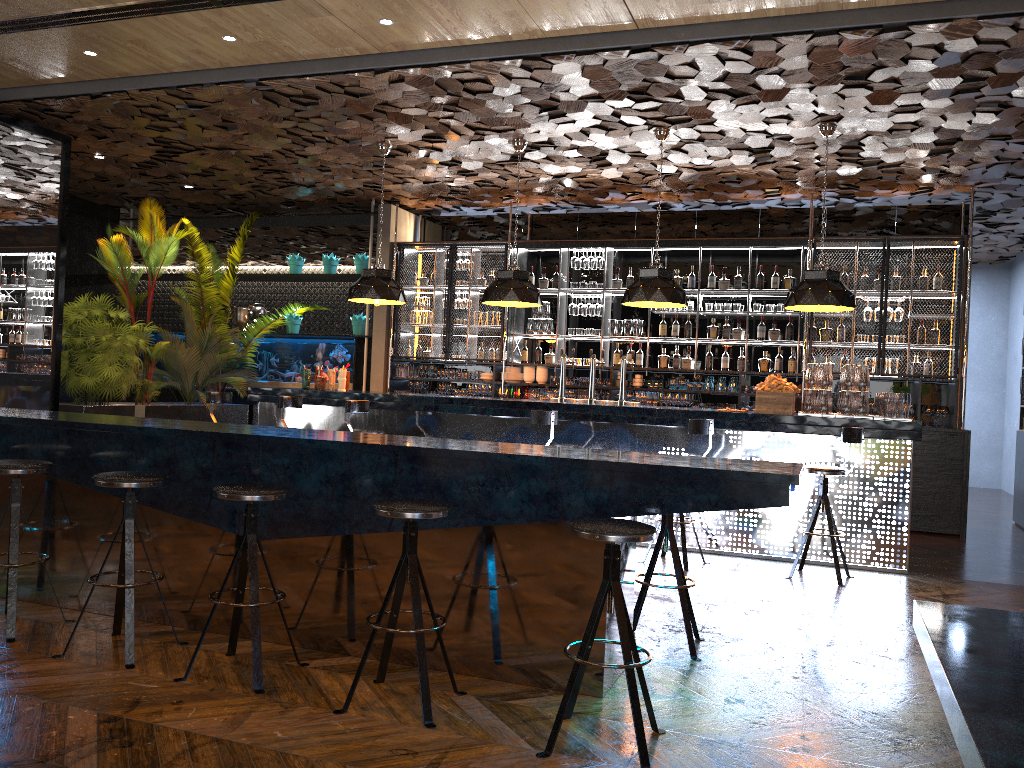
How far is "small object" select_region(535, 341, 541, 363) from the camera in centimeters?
1101cm

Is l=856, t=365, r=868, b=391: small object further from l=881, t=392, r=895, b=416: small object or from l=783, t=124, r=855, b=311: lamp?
l=783, t=124, r=855, b=311: lamp

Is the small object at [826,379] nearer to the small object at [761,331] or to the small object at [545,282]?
the small object at [761,331]

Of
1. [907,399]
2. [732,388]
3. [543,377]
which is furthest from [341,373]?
[907,399]

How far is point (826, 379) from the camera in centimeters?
708cm

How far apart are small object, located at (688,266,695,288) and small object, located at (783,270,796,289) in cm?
106

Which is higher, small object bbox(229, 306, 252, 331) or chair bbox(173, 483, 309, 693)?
small object bbox(229, 306, 252, 331)

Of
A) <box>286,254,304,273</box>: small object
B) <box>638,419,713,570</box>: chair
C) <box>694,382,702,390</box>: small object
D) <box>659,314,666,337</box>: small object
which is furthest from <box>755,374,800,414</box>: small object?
<box>286,254,304,273</box>: small object

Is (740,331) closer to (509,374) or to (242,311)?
(509,374)

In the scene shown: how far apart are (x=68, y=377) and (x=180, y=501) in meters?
6.1 m
